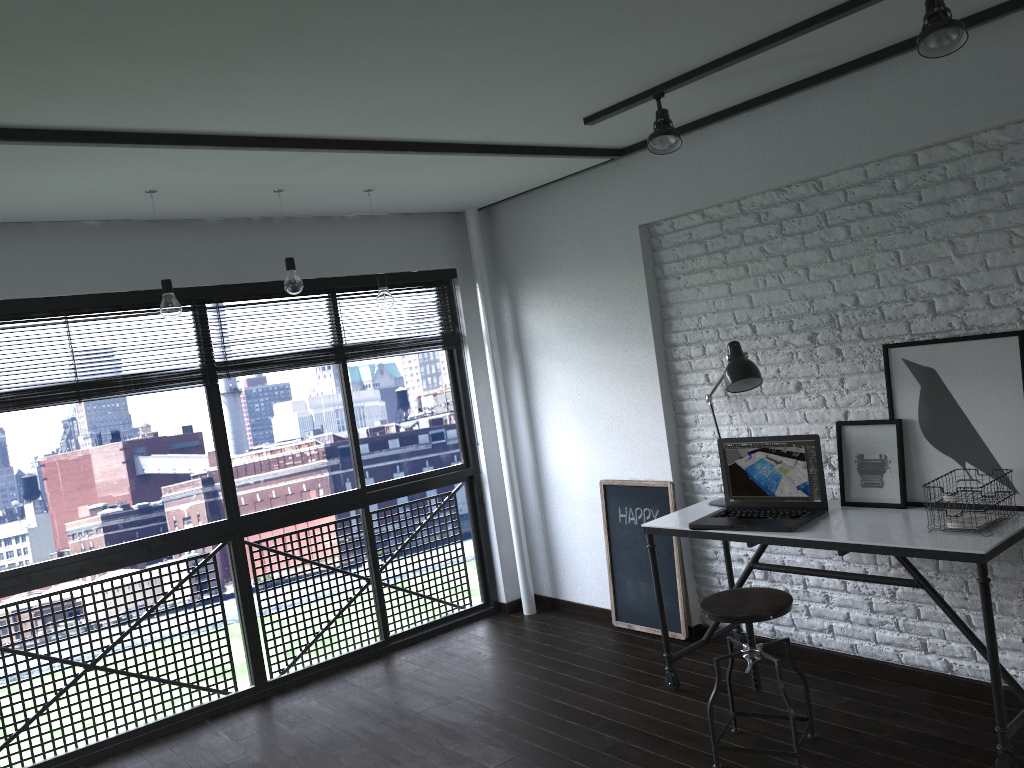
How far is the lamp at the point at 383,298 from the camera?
4.1m

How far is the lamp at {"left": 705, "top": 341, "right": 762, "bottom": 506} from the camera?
3.5 meters

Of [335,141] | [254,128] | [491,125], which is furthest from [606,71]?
[254,128]

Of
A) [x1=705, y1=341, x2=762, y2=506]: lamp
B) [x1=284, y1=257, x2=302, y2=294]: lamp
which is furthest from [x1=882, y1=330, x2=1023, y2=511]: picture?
[x1=284, y1=257, x2=302, y2=294]: lamp

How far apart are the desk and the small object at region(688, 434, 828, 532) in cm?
2

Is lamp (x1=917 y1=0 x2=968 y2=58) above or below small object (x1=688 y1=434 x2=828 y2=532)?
above

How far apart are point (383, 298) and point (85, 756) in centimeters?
239cm

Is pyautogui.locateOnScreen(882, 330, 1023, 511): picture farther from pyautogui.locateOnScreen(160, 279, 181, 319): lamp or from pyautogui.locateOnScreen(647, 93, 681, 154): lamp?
pyautogui.locateOnScreen(160, 279, 181, 319): lamp

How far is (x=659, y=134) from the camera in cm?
323

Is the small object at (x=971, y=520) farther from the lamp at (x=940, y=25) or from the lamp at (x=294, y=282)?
the lamp at (x=294, y=282)
